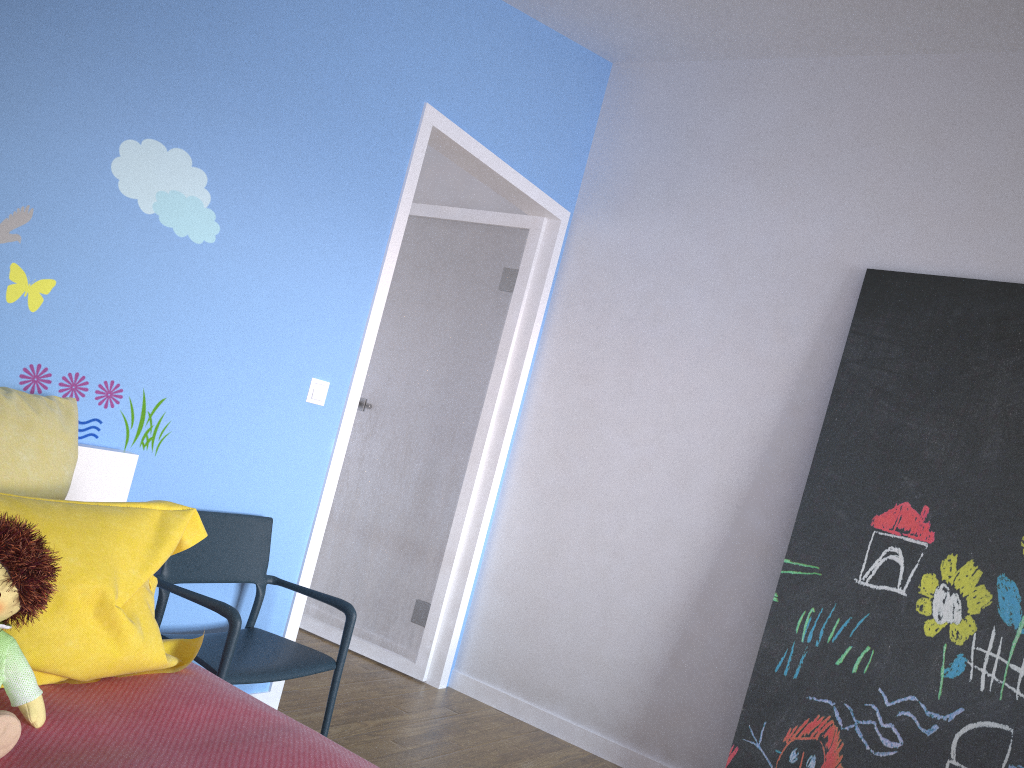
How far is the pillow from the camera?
1.49m

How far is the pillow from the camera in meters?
1.5

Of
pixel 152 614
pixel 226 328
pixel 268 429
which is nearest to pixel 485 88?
pixel 226 328

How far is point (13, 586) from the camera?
1.3 meters

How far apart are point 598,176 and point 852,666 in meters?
2.2 m

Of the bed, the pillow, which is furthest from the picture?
the pillow

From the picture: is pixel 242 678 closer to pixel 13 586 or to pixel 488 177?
pixel 13 586

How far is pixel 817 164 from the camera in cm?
339

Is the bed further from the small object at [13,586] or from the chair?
the chair

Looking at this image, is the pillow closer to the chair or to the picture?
the chair
